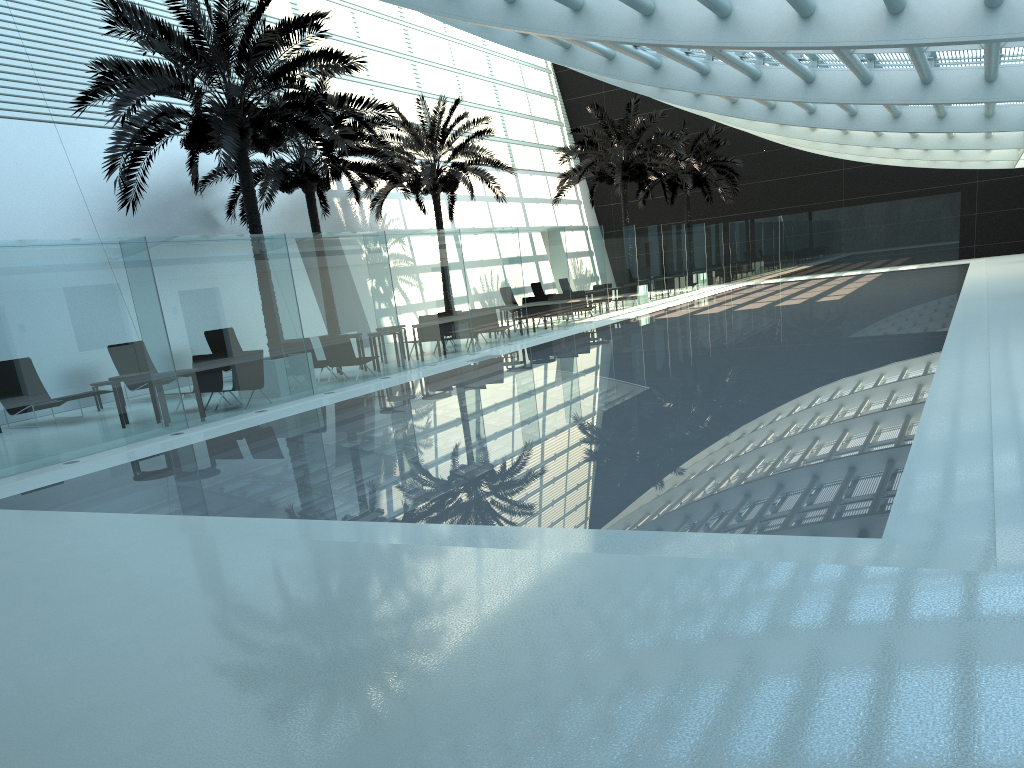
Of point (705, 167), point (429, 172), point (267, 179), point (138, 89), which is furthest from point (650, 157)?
point (138, 89)

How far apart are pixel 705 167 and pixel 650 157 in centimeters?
796cm

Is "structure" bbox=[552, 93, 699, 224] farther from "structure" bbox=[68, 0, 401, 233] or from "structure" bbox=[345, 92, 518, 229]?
"structure" bbox=[68, 0, 401, 233]

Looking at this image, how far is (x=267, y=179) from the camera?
20.53m

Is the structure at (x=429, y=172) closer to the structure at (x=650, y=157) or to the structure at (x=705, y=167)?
the structure at (x=650, y=157)

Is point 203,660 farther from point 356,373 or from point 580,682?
point 356,373

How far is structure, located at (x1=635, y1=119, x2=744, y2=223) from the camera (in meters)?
37.78

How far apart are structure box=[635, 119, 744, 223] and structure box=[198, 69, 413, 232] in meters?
17.3 m

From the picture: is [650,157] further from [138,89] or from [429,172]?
[138,89]

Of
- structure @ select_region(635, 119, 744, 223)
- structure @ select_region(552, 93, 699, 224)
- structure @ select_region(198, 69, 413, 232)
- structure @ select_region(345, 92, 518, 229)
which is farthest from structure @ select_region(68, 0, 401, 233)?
structure @ select_region(635, 119, 744, 223)
